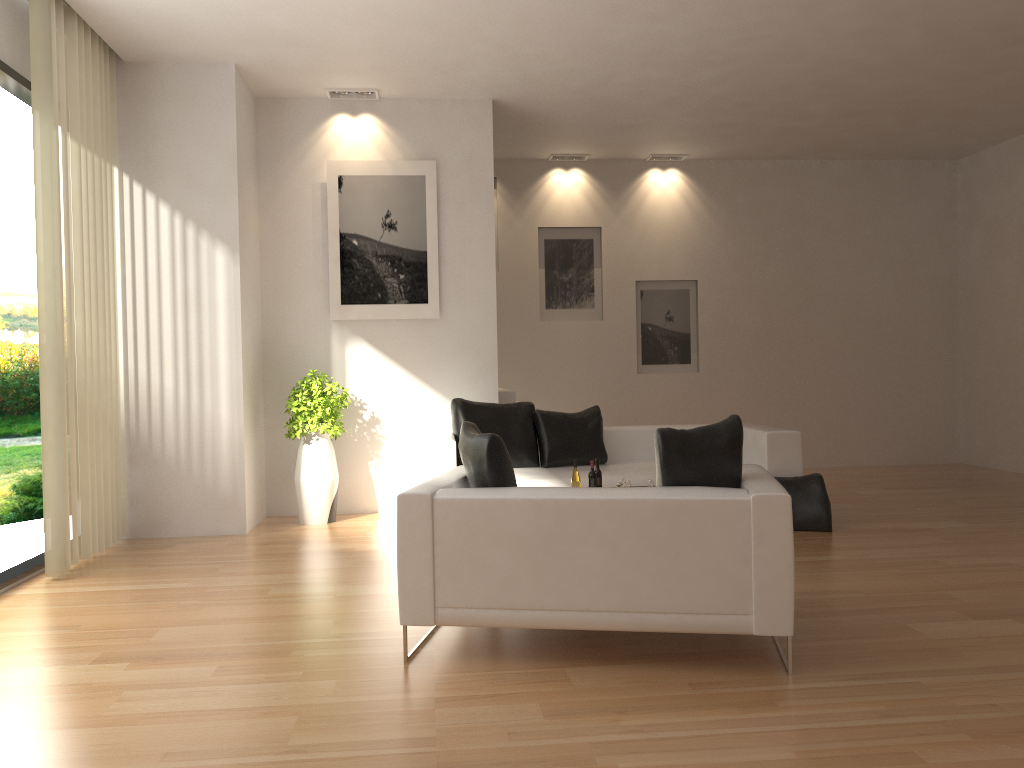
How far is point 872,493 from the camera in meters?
8.6 m

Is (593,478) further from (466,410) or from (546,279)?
(546,279)

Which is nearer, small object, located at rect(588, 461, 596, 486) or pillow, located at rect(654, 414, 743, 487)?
pillow, located at rect(654, 414, 743, 487)

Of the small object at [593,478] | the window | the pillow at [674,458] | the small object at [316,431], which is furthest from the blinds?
the pillow at [674,458]

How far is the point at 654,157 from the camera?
10.6m

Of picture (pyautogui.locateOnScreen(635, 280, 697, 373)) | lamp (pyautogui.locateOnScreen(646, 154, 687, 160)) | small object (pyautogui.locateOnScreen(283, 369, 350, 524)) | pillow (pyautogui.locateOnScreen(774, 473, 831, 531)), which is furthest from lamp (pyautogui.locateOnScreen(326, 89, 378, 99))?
pillow (pyautogui.locateOnScreen(774, 473, 831, 531))

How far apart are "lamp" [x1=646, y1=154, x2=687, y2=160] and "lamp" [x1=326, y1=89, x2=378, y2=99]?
3.9m

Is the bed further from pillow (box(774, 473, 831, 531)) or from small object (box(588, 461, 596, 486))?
small object (box(588, 461, 596, 486))

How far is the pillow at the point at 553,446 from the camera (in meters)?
7.45

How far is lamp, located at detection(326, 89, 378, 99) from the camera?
7.92m
